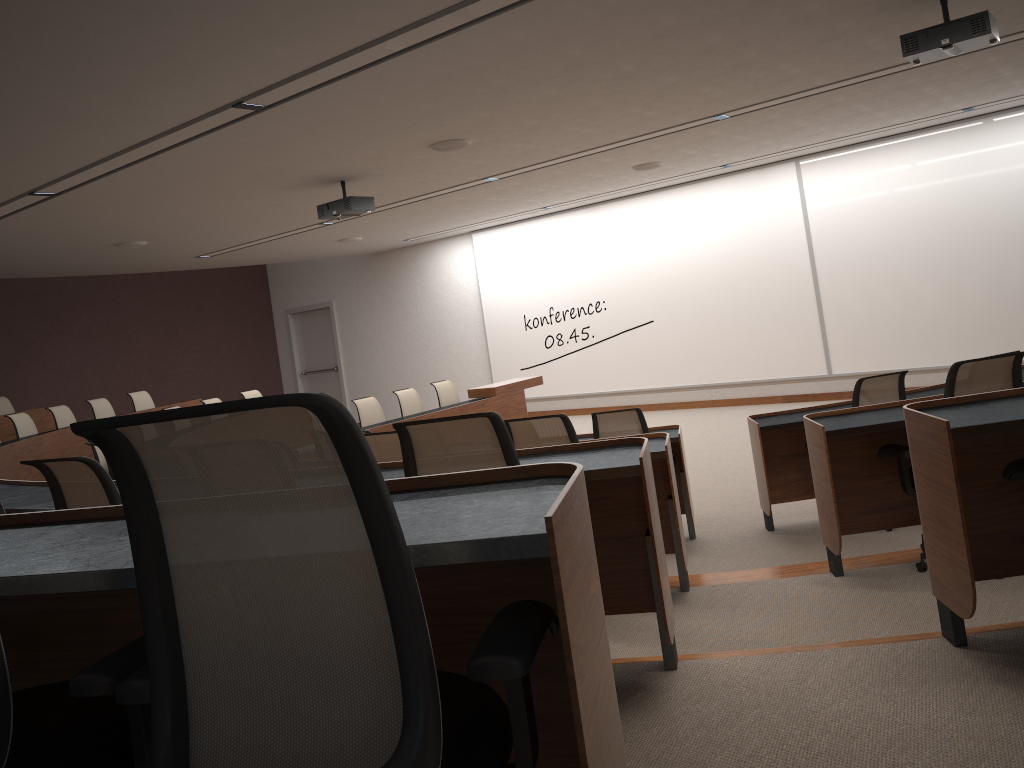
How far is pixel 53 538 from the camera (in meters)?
1.68

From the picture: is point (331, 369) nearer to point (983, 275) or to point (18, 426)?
point (18, 426)

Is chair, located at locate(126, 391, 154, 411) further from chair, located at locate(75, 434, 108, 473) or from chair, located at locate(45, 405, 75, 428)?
chair, located at locate(75, 434, 108, 473)

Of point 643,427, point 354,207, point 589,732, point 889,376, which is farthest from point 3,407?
point 589,732

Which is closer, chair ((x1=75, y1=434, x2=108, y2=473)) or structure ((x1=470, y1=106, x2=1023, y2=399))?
chair ((x1=75, y1=434, x2=108, y2=473))

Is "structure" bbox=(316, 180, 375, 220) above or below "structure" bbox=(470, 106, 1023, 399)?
above

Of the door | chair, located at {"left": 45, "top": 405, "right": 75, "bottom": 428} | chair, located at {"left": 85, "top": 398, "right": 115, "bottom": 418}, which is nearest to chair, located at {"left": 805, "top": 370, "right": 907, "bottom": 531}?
chair, located at {"left": 45, "top": 405, "right": 75, "bottom": 428}

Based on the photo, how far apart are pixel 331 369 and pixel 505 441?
14.5m

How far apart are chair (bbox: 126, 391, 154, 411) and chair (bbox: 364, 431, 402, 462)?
8.3m

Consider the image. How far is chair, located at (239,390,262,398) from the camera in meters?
11.5
